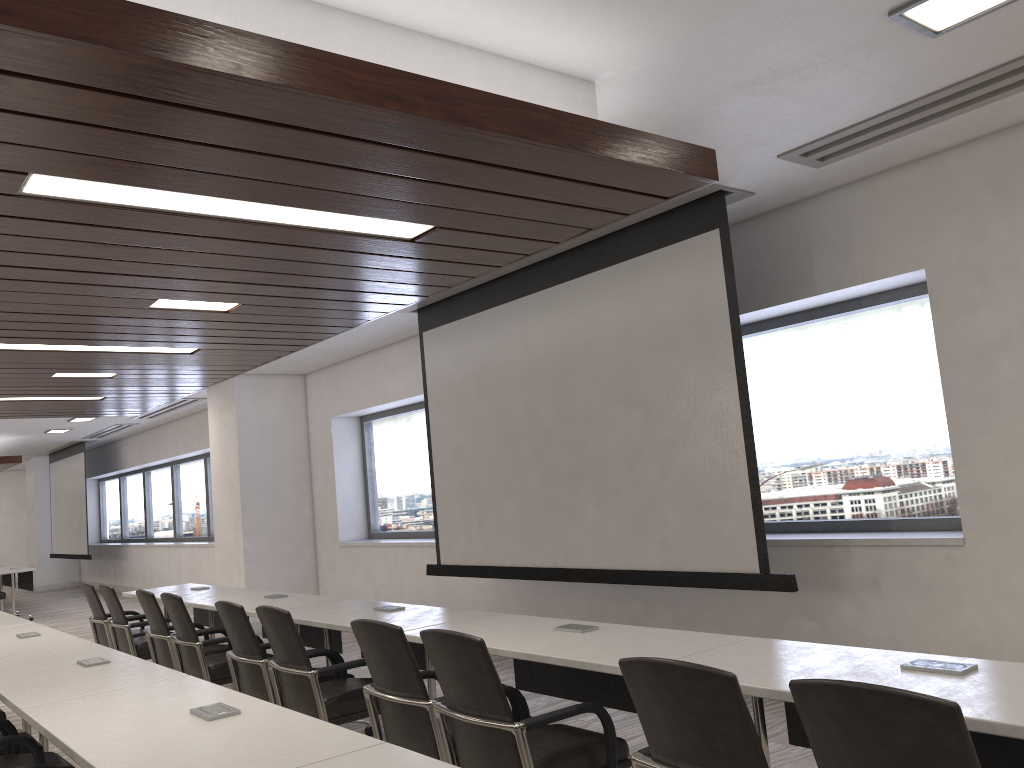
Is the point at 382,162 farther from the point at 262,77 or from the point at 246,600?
the point at 246,600

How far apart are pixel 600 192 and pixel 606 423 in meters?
2.6

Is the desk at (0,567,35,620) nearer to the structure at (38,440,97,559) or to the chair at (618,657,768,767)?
the structure at (38,440,97,559)

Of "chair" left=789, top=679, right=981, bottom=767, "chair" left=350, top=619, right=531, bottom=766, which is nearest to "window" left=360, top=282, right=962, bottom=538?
"chair" left=350, top=619, right=531, bottom=766

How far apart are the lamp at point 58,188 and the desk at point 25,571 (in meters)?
2.95

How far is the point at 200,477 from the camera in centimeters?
1481cm

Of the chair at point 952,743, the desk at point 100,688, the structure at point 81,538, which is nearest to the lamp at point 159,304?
the desk at point 100,688

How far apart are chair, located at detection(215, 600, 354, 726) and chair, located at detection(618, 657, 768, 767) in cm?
256

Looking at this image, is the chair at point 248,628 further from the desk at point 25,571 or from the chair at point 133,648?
the desk at point 25,571

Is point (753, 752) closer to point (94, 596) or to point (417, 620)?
point (417, 620)
